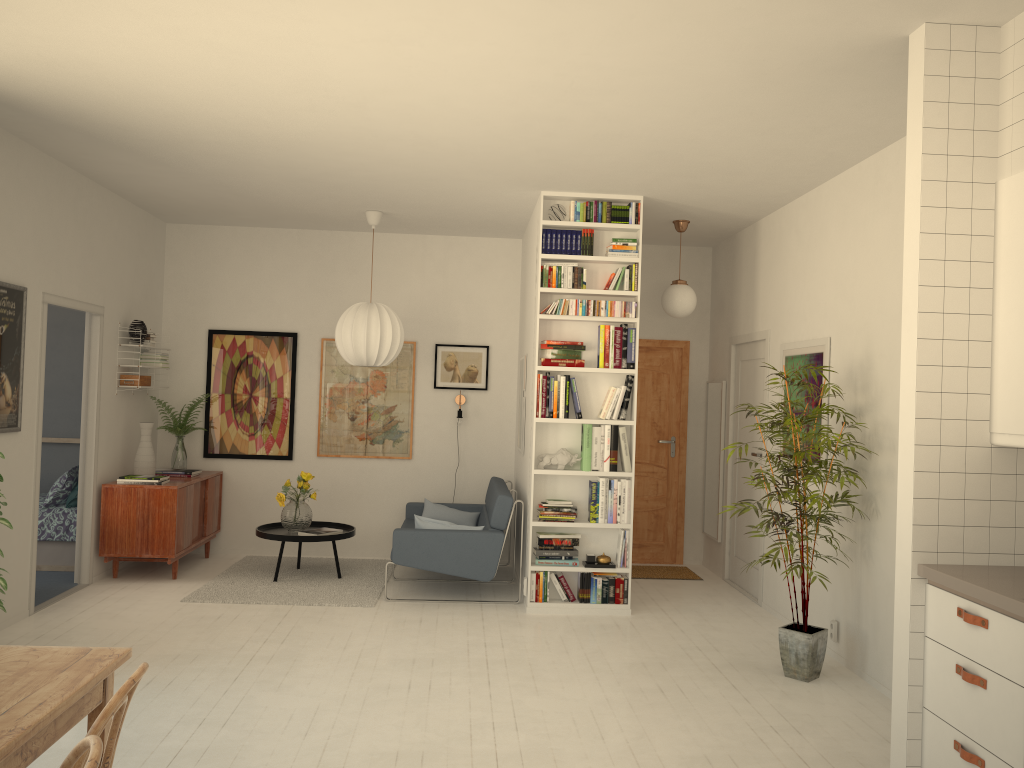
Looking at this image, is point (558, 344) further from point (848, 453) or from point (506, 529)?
point (848, 453)

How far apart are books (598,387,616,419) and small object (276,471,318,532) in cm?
243

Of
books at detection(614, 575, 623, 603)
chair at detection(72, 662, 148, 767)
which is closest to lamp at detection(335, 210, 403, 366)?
books at detection(614, 575, 623, 603)

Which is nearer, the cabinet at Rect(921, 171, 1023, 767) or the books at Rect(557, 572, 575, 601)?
the cabinet at Rect(921, 171, 1023, 767)

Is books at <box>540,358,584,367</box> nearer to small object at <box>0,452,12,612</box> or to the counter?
the counter

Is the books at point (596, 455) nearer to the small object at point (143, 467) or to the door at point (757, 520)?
the door at point (757, 520)

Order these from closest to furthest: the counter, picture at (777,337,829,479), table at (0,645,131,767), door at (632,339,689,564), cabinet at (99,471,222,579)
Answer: table at (0,645,131,767) → the counter → picture at (777,337,829,479) → cabinet at (99,471,222,579) → door at (632,339,689,564)

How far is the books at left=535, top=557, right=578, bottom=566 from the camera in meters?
6.1 m

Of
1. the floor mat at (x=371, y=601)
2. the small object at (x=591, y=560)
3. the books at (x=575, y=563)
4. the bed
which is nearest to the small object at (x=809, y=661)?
the small object at (x=591, y=560)

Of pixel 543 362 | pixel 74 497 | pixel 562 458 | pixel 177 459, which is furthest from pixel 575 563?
pixel 74 497
